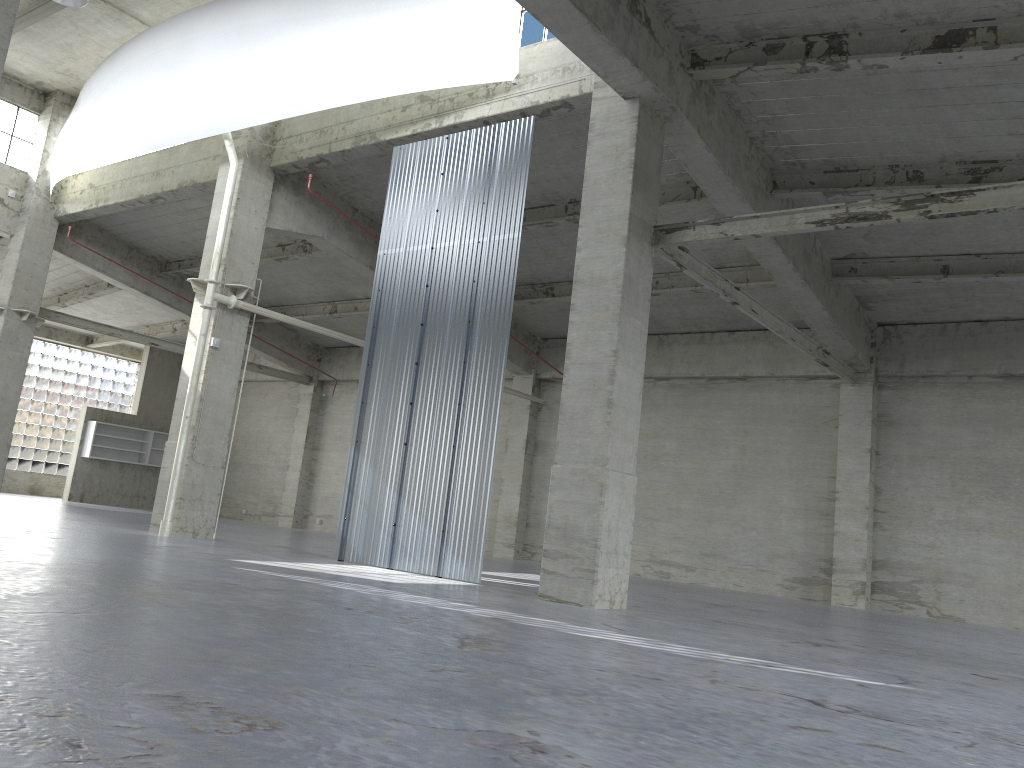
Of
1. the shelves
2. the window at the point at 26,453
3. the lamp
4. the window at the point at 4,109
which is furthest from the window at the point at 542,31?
the window at the point at 26,453

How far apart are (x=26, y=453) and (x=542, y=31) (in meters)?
39.56

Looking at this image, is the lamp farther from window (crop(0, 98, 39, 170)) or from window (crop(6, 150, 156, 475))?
window (crop(6, 150, 156, 475))

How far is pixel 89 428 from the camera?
44.2m

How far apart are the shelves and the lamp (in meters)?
27.24

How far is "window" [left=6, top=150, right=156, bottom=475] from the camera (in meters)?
47.07

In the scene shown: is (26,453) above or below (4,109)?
below

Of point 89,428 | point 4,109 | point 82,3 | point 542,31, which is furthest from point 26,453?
point 542,31

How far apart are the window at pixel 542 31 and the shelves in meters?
32.9 m

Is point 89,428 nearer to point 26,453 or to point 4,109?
point 26,453
